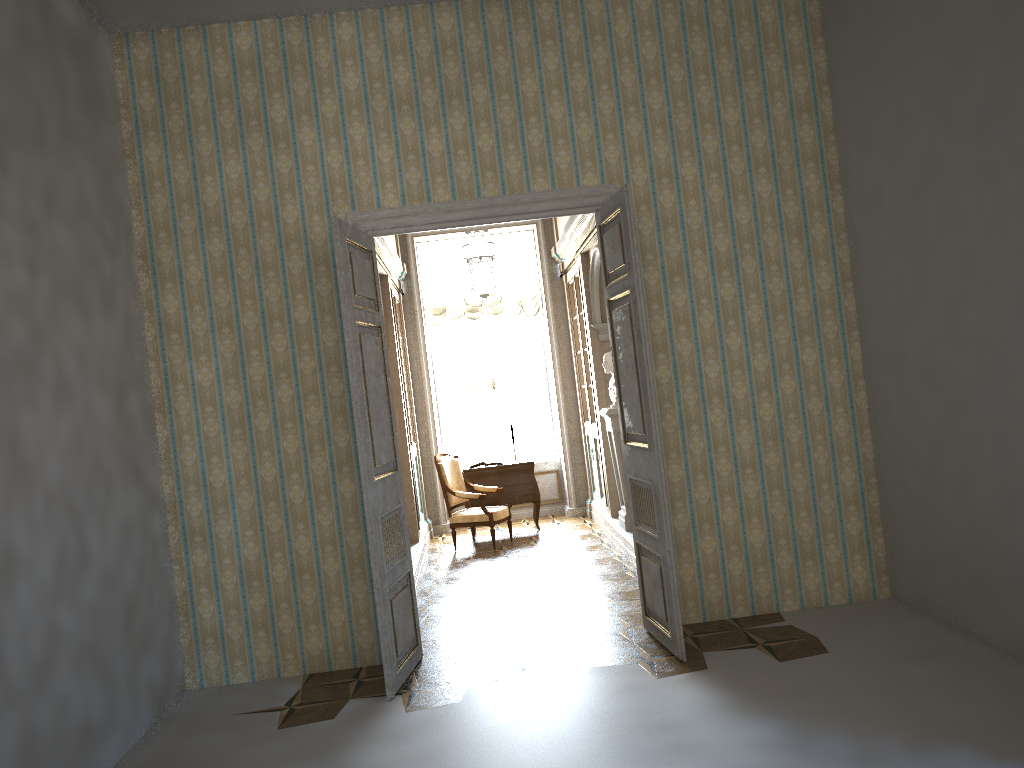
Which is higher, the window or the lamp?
the lamp

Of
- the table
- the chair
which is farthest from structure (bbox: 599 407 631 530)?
the table

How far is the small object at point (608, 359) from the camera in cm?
812

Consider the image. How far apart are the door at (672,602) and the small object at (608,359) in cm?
261

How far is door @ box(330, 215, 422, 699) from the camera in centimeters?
483cm

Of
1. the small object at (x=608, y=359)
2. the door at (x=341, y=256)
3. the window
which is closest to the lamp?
the window

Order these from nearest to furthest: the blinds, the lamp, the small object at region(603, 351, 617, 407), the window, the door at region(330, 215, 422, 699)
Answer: the door at region(330, 215, 422, 699) < the lamp < the small object at region(603, 351, 617, 407) < the blinds < the window

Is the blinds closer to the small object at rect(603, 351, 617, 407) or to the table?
the table

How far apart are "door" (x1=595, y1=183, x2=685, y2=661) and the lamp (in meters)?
1.47

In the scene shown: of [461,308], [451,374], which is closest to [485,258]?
[461,308]
